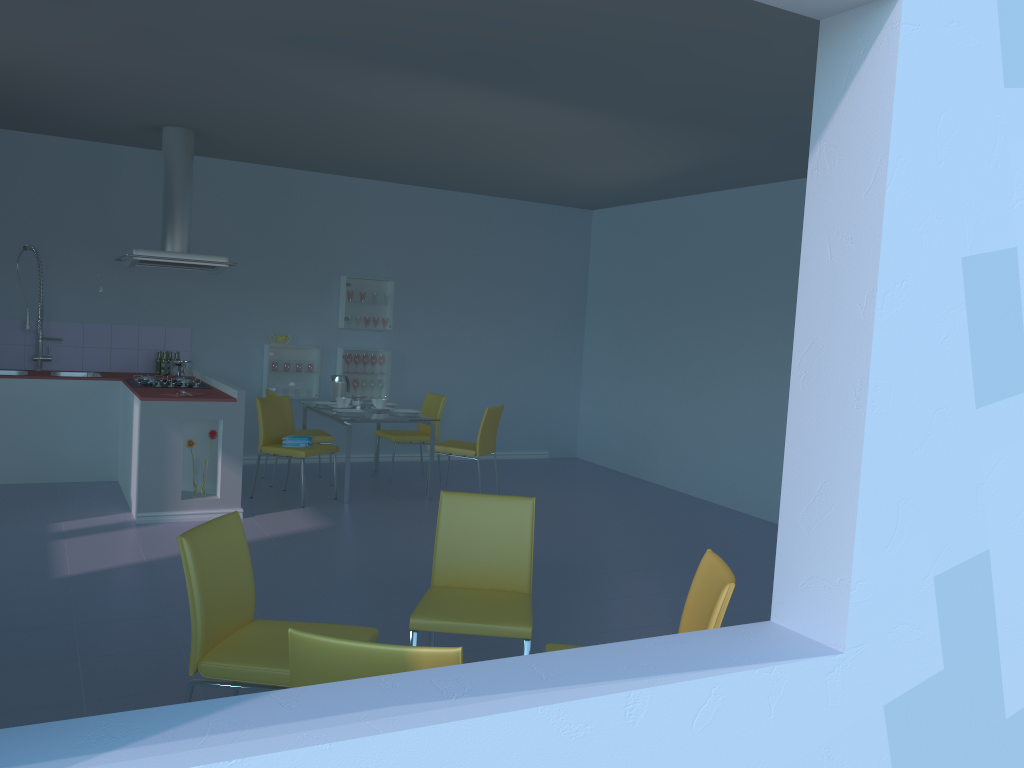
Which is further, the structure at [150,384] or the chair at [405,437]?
the chair at [405,437]

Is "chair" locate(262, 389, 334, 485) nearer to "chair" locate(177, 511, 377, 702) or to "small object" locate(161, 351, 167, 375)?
"small object" locate(161, 351, 167, 375)

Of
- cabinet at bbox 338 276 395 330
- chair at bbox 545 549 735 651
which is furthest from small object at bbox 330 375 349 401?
chair at bbox 545 549 735 651

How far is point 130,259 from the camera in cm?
575

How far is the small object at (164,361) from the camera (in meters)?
6.85

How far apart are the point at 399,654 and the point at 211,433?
4.11m

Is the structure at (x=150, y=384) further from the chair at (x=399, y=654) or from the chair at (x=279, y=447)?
the chair at (x=399, y=654)

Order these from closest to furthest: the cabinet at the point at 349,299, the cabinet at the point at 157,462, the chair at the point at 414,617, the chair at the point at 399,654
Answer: the chair at the point at 399,654 < the chair at the point at 414,617 < the cabinet at the point at 157,462 < the cabinet at the point at 349,299

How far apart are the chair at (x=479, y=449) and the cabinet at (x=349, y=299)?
1.5m

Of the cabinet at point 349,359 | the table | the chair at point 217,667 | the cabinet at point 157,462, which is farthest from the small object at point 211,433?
the chair at point 217,667
